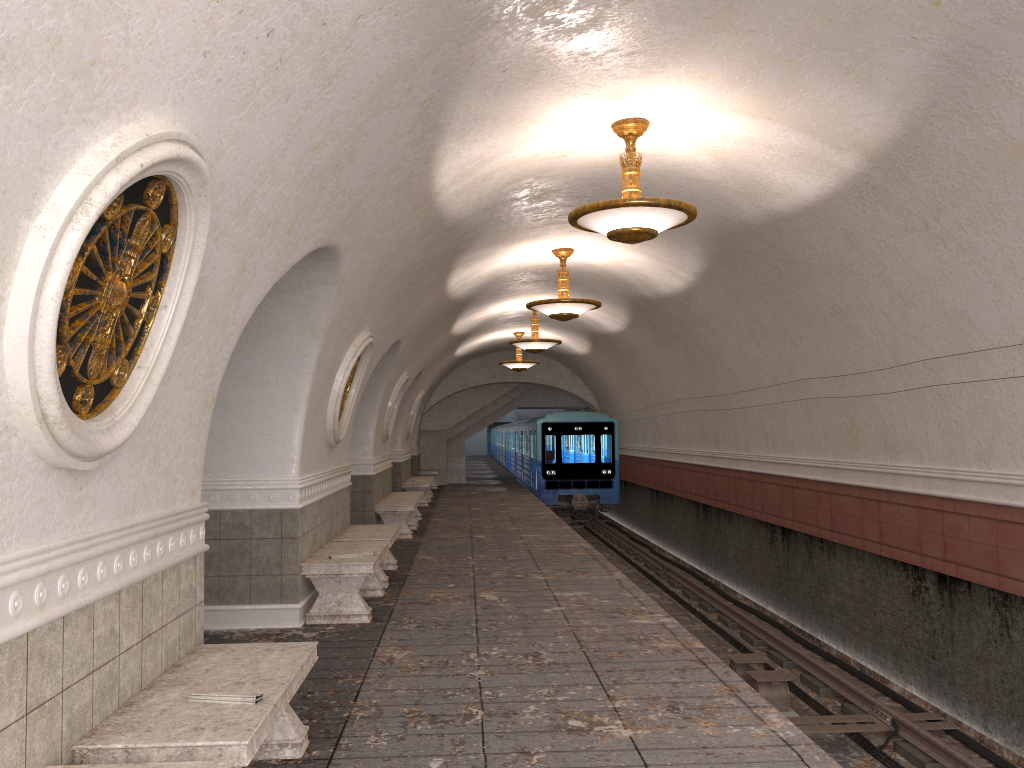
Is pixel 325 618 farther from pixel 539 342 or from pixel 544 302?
pixel 539 342

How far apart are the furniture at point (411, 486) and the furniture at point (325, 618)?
10.67m

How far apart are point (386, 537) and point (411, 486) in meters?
10.2

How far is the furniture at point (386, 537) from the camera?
9.2m

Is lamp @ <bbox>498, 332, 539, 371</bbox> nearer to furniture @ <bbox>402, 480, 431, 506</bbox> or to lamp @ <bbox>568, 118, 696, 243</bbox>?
furniture @ <bbox>402, 480, 431, 506</bbox>

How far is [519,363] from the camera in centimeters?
2104cm

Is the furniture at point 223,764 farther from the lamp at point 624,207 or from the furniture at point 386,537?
the furniture at point 386,537

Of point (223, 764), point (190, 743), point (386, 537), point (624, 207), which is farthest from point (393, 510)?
point (223, 764)

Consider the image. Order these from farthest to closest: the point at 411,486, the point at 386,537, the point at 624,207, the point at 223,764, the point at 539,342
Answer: the point at 411,486, the point at 539,342, the point at 386,537, the point at 624,207, the point at 223,764

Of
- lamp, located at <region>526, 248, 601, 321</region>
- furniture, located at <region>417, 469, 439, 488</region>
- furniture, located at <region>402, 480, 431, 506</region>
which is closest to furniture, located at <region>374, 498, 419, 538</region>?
lamp, located at <region>526, 248, 601, 321</region>
